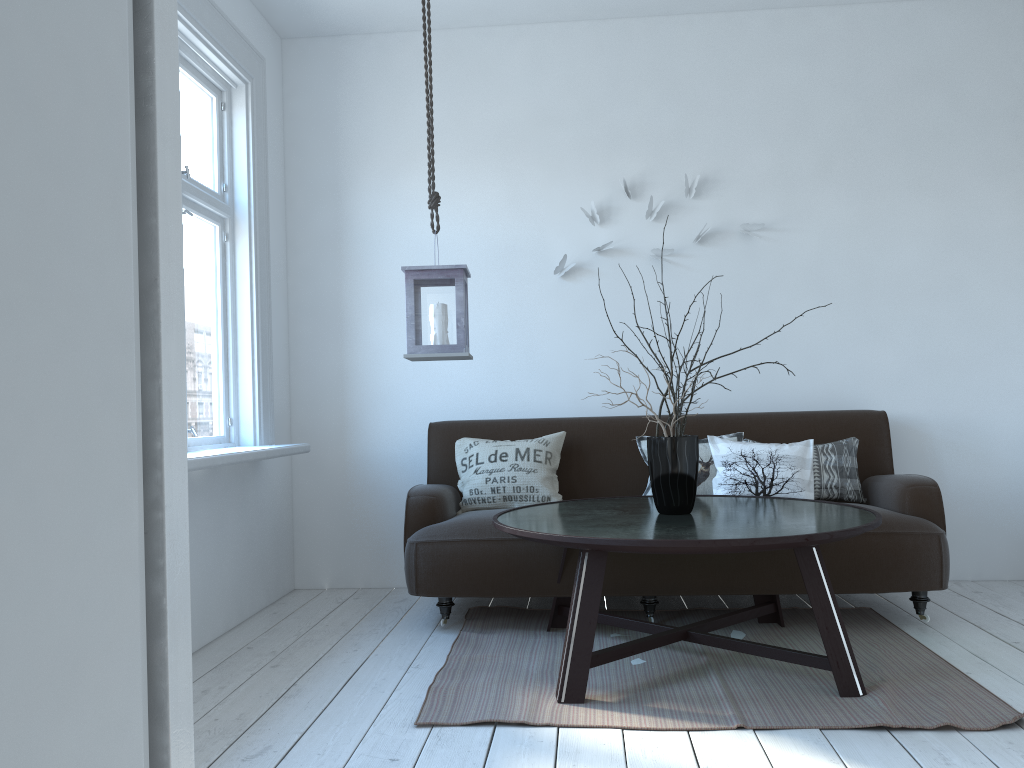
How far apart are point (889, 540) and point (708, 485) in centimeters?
78cm

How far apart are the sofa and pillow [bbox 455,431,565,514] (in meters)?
0.04

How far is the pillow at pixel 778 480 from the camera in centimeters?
373cm

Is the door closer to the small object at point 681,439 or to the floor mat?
the floor mat

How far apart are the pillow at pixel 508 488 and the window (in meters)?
0.69

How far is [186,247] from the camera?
3.6m

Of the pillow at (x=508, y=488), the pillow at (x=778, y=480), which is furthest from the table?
the pillow at (x=508, y=488)

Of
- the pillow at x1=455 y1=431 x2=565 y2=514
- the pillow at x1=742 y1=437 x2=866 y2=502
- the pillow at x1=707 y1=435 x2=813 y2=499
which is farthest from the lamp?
the pillow at x1=742 y1=437 x2=866 y2=502

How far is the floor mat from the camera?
2.4 meters

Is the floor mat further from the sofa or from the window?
the window
